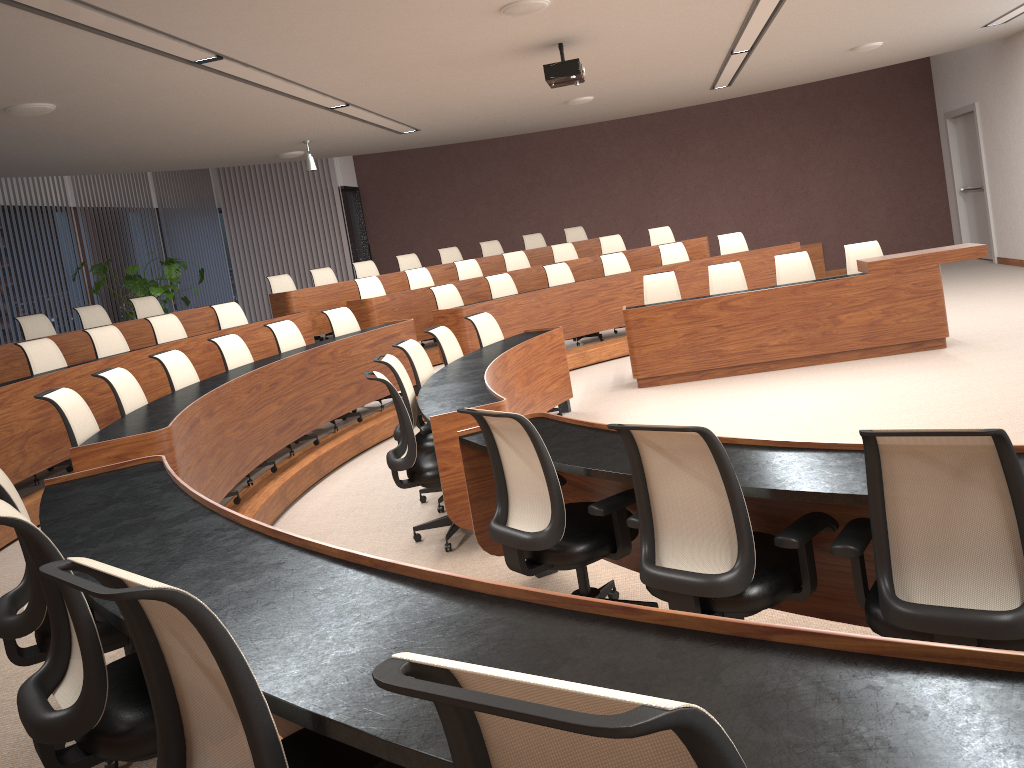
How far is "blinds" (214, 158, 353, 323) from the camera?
15.3m

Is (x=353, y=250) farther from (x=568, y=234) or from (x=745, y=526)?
(x=745, y=526)

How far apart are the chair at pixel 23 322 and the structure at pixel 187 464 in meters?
0.5 m

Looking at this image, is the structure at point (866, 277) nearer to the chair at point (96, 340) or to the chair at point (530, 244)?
the chair at point (530, 244)

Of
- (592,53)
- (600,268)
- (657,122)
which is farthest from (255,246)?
(592,53)

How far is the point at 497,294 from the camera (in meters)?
9.87

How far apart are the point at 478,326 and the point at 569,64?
2.2m

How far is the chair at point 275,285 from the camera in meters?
11.1 m

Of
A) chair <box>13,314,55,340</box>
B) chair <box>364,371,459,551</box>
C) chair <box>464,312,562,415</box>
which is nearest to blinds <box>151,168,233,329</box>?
chair <box>13,314,55,340</box>

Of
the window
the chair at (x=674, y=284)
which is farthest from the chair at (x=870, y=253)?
the window
